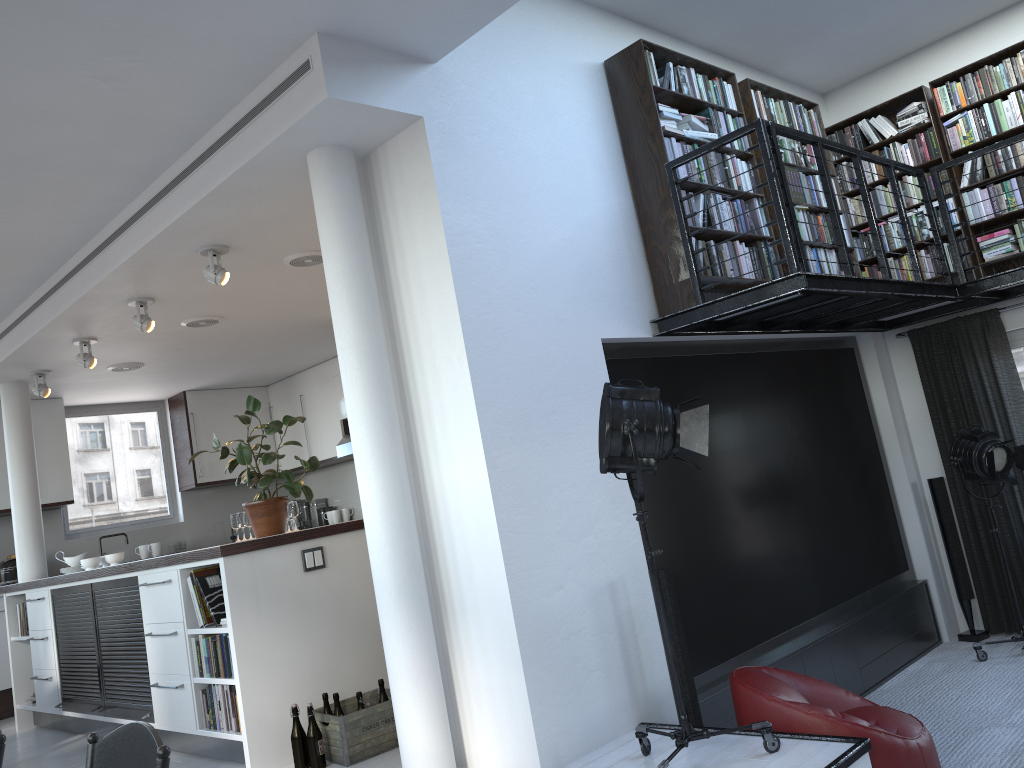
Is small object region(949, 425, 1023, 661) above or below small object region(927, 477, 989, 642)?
above

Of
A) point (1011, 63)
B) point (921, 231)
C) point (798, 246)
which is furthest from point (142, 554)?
point (1011, 63)

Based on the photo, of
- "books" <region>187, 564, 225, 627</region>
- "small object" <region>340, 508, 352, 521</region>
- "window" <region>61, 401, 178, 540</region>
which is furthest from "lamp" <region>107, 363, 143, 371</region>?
"books" <region>187, 564, 225, 627</region>

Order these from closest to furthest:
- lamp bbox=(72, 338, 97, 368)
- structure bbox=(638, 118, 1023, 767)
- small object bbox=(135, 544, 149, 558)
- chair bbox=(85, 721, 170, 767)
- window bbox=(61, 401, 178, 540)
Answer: chair bbox=(85, 721, 170, 767) → structure bbox=(638, 118, 1023, 767) → lamp bbox=(72, 338, 97, 368) → small object bbox=(135, 544, 149, 558) → window bbox=(61, 401, 178, 540)

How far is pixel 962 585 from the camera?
6.70m

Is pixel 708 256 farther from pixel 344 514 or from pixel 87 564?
pixel 344 514

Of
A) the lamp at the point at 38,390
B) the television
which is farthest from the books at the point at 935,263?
Result: the lamp at the point at 38,390

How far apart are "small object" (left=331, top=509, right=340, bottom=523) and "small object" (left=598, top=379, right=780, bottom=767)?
6.98m

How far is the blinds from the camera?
6.6 meters

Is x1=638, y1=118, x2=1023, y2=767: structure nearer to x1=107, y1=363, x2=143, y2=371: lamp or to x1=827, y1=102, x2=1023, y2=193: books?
x1=827, y1=102, x2=1023, y2=193: books
